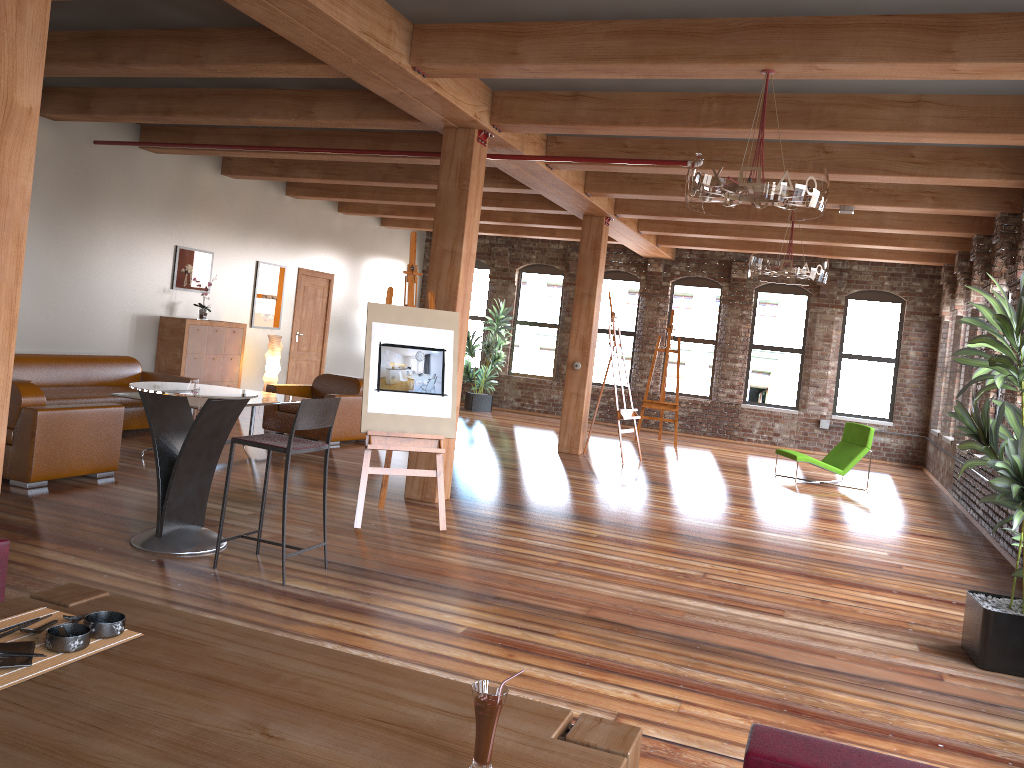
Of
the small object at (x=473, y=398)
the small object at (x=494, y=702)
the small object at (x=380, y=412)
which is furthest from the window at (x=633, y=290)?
the small object at (x=494, y=702)

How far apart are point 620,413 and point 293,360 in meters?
5.4 m

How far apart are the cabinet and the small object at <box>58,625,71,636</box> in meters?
9.1

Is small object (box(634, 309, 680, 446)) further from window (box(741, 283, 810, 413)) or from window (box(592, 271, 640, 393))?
window (box(592, 271, 640, 393))

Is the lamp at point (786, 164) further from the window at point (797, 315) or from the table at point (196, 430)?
the window at point (797, 315)

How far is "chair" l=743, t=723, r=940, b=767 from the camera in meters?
1.9 m

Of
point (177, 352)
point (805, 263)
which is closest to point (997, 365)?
point (805, 263)

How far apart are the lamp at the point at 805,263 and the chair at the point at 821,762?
7.4 meters

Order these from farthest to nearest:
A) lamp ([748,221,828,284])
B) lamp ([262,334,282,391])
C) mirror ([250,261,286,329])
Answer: mirror ([250,261,286,329]) < lamp ([262,334,282,391]) < lamp ([748,221,828,284])

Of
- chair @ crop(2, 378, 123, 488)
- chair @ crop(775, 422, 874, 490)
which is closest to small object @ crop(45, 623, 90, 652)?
chair @ crop(2, 378, 123, 488)
